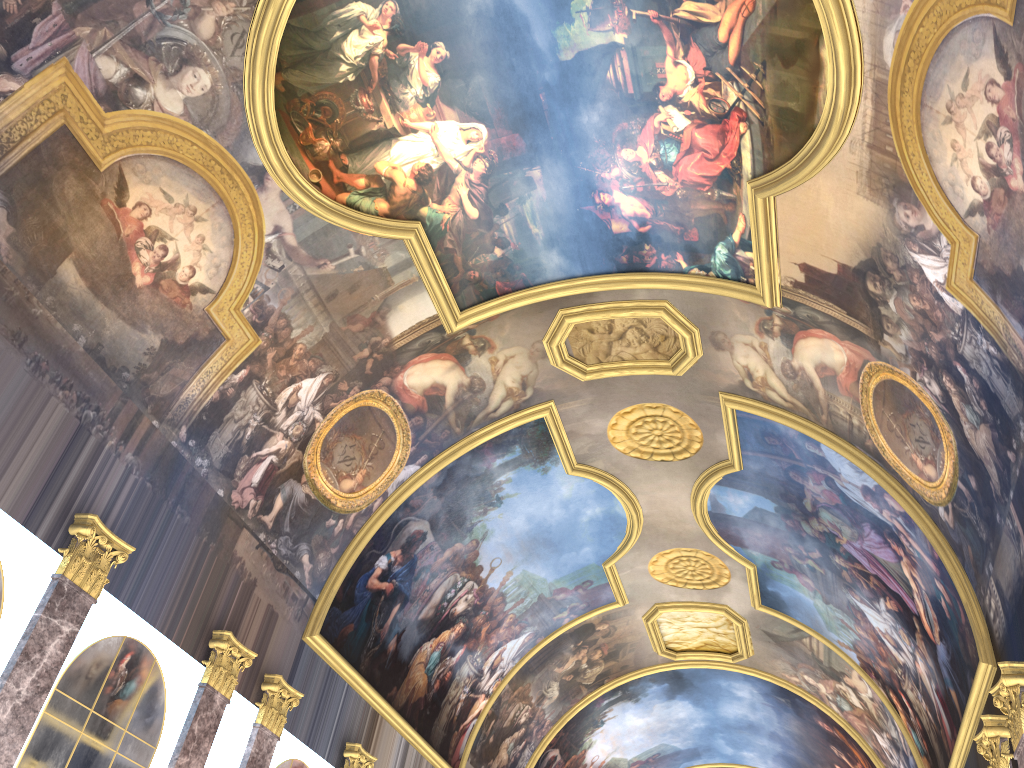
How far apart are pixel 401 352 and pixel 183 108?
5.8 meters
